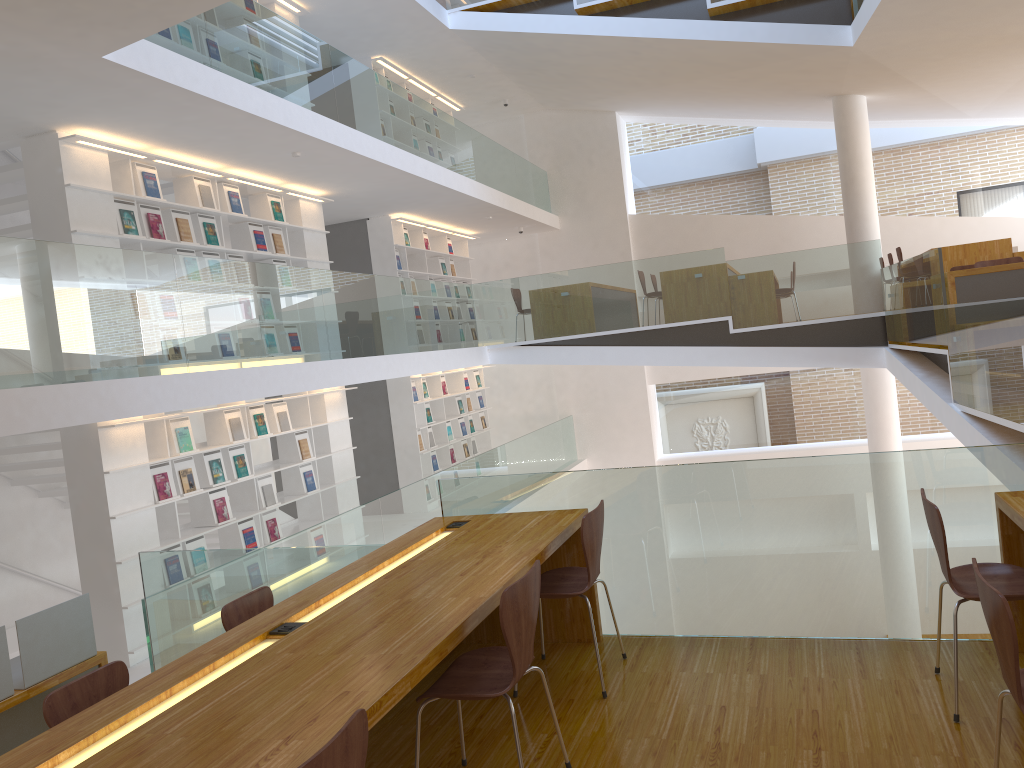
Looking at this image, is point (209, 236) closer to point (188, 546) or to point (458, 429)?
point (188, 546)

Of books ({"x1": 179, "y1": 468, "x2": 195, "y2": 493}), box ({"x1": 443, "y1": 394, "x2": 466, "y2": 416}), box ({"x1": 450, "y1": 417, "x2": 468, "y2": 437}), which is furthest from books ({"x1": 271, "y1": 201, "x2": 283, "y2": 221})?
box ({"x1": 450, "y1": 417, "x2": 468, "y2": 437})

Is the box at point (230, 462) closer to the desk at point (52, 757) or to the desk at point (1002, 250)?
the desk at point (52, 757)

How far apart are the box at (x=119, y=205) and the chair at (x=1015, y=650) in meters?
6.5 m

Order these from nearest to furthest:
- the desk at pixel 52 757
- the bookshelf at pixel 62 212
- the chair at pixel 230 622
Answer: the desk at pixel 52 757
the chair at pixel 230 622
the bookshelf at pixel 62 212

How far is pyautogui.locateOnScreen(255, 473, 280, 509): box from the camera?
8.1m

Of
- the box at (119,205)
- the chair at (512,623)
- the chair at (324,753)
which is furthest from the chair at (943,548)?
the box at (119,205)

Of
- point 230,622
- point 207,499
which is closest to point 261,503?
point 207,499

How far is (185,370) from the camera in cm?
565

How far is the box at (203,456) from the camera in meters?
7.5 m
